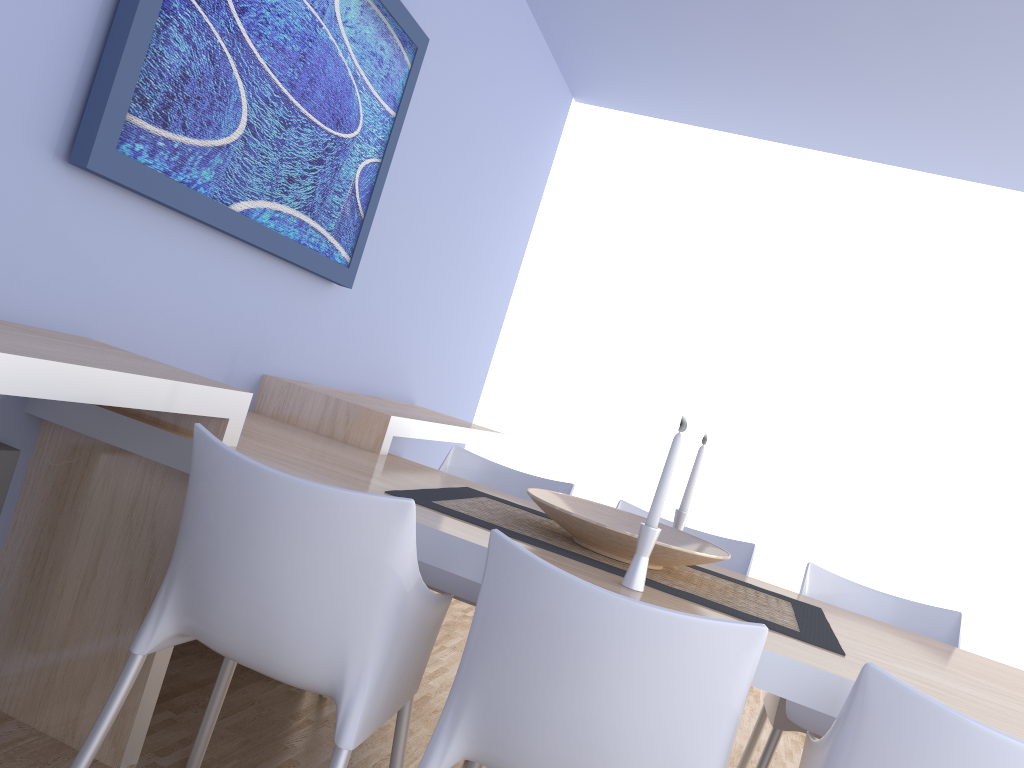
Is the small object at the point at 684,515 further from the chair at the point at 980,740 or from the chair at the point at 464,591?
the chair at the point at 980,740

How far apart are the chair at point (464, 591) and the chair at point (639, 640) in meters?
0.8

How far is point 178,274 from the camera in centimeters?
230cm

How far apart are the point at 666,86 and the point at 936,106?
1.25m

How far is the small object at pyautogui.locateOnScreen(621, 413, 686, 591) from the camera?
1.7m

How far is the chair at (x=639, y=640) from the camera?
1.27m

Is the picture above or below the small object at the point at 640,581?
above

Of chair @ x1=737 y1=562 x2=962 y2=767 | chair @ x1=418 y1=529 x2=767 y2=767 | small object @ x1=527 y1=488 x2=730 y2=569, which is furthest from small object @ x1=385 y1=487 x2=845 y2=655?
chair @ x1=418 y1=529 x2=767 y2=767

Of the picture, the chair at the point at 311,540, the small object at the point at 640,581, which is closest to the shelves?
the chair at the point at 311,540

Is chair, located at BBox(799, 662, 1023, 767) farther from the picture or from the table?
the picture
